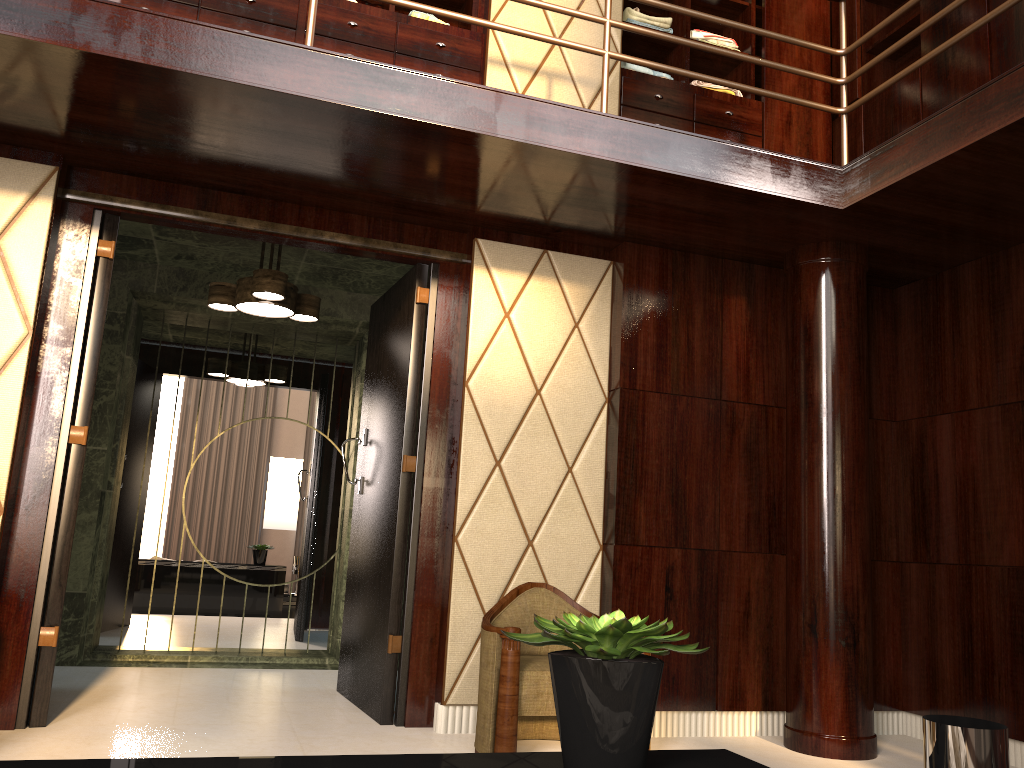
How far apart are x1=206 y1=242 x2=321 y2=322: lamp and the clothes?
1.2 meters

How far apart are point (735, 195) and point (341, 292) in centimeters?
252cm

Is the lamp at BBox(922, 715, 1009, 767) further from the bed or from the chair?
the chair

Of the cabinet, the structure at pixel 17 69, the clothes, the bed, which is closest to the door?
the structure at pixel 17 69

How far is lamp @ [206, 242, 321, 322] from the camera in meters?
3.8 m

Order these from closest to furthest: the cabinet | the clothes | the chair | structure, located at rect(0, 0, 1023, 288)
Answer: structure, located at rect(0, 0, 1023, 288) < the chair < the cabinet < the clothes

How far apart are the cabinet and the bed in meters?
3.0 m

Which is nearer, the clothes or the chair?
the chair

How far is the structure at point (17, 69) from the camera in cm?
253

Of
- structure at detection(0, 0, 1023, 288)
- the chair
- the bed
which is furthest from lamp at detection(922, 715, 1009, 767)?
structure at detection(0, 0, 1023, 288)
